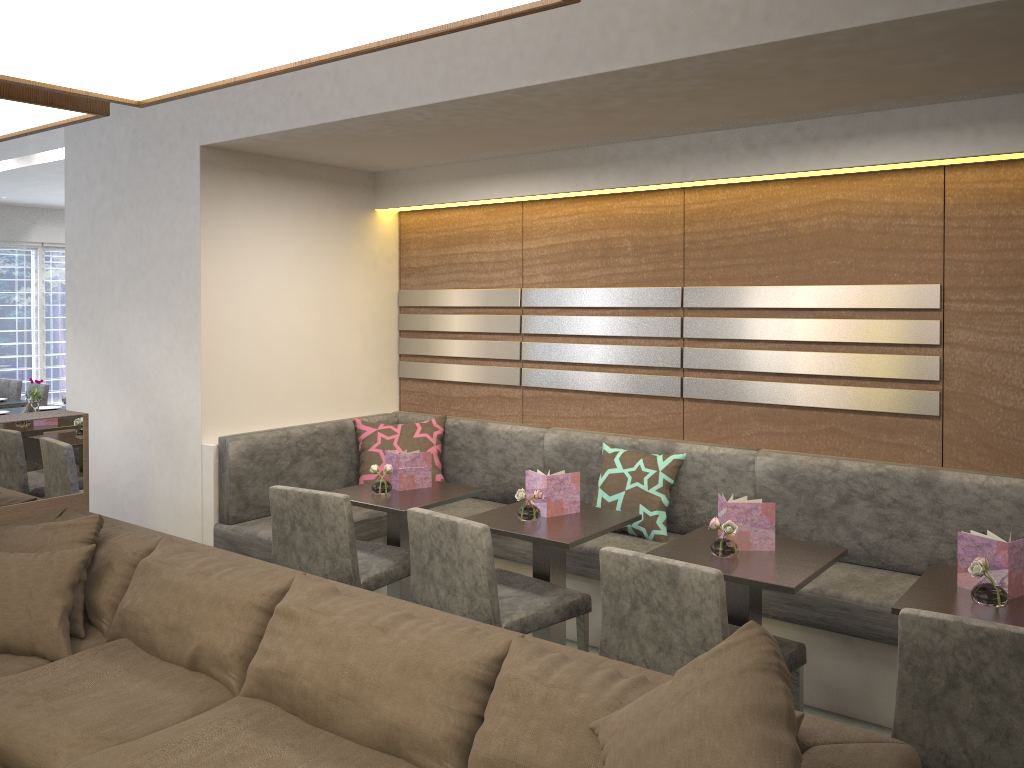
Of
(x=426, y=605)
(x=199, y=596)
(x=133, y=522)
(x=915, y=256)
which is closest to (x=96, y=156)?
(x=133, y=522)

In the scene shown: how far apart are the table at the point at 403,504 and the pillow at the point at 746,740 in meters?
1.8 m

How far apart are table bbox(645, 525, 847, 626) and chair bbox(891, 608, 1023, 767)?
0.5m

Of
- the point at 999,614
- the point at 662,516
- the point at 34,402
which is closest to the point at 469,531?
the point at 662,516

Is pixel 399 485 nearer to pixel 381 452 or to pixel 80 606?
pixel 381 452

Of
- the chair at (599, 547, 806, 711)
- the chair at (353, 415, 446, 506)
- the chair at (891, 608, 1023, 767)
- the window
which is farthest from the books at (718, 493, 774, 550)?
the window

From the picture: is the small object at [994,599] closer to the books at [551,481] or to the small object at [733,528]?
the small object at [733,528]

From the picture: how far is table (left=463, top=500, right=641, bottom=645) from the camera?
3.1 meters

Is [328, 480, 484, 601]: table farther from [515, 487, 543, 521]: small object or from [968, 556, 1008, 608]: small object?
[968, 556, 1008, 608]: small object

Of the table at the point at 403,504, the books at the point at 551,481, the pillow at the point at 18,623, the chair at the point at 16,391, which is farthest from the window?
the books at the point at 551,481
